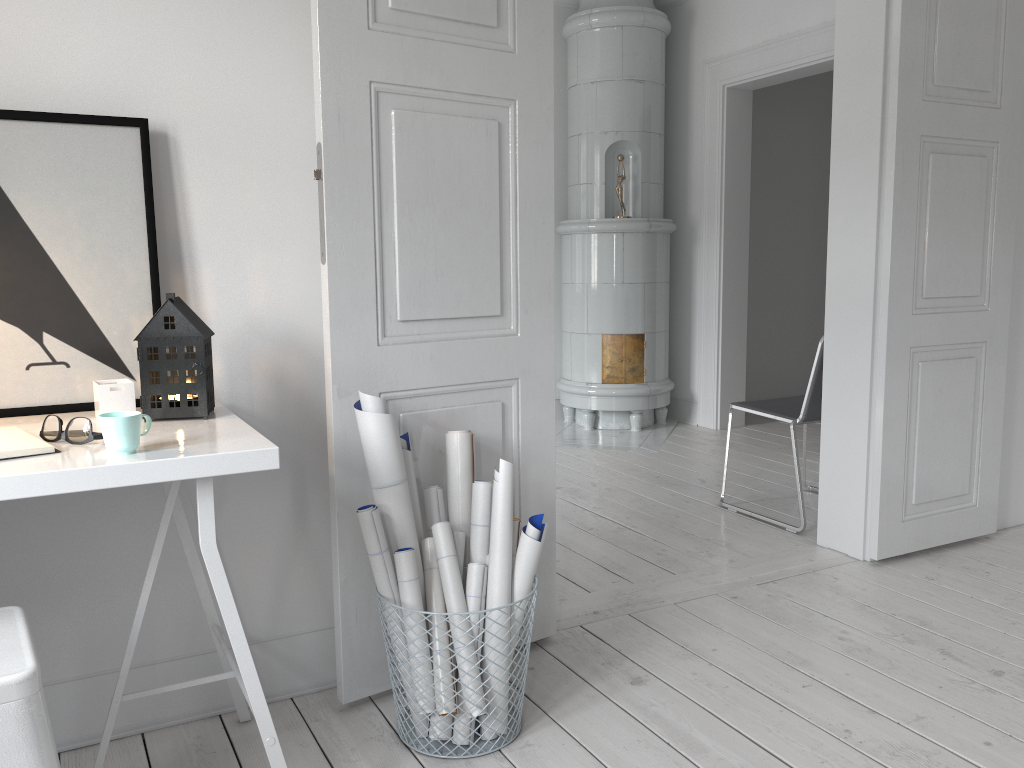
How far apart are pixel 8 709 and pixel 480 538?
1.10m

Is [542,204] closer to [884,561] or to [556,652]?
[556,652]

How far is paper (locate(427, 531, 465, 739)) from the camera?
2.0m

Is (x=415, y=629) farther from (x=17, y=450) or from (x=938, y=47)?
(x=938, y=47)

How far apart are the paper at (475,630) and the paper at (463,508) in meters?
0.1

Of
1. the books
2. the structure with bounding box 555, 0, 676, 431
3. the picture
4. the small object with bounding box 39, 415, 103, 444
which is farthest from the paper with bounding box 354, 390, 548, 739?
the structure with bounding box 555, 0, 676, 431

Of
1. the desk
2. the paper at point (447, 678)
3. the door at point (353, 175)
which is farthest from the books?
the paper at point (447, 678)

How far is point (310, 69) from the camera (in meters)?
2.09

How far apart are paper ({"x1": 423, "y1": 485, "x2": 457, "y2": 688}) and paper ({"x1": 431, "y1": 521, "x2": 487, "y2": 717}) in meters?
0.1

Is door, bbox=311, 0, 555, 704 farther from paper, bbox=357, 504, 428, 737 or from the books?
the books
